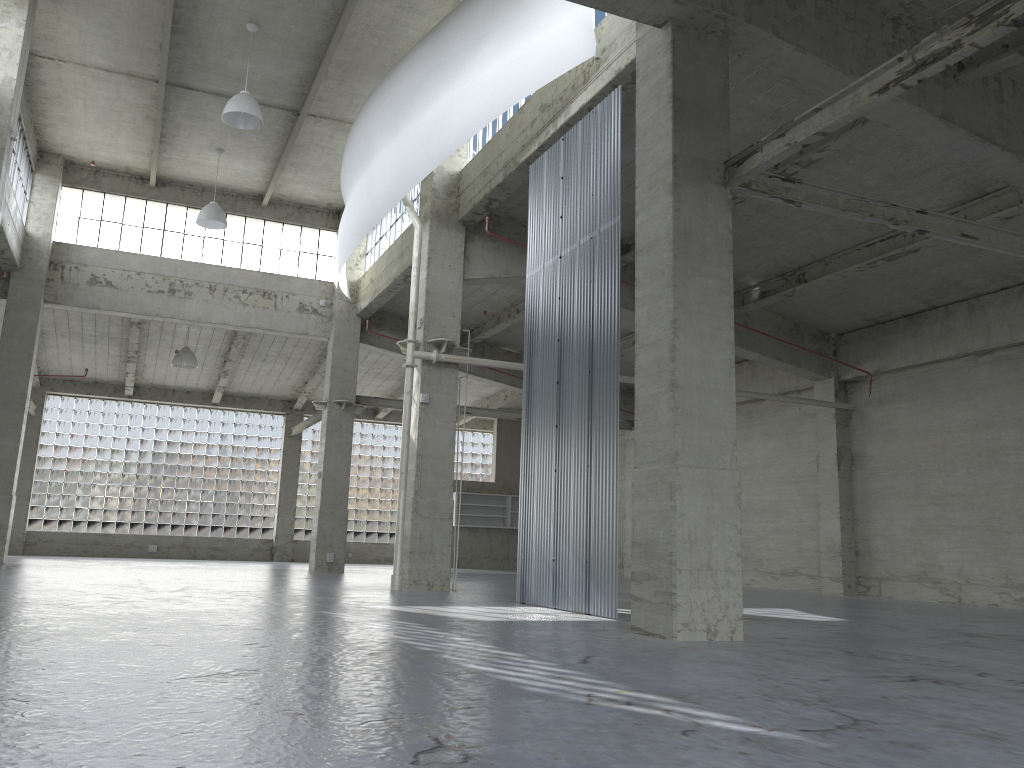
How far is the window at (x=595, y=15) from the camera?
19.7m

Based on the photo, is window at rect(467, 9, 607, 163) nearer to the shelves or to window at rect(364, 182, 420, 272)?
window at rect(364, 182, 420, 272)

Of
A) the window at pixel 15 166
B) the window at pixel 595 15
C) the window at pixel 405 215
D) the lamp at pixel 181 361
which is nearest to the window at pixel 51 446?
the lamp at pixel 181 361

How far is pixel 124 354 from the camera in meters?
42.9

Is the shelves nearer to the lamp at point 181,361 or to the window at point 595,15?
the lamp at point 181,361

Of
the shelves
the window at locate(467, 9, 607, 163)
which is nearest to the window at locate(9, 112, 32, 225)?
the window at locate(467, 9, 607, 163)

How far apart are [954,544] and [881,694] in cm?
2093

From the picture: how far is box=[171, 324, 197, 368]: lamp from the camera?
38.88m

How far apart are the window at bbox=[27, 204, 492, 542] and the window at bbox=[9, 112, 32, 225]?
16.6m

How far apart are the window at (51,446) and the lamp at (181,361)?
9.8 meters
